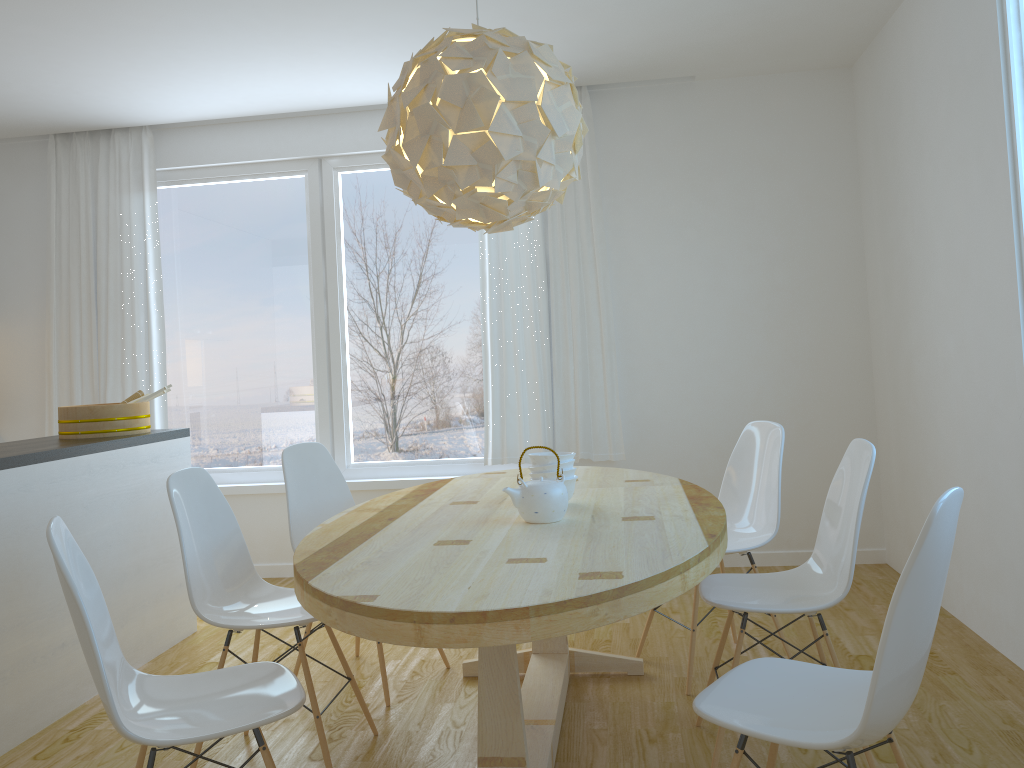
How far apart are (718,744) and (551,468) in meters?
0.9 m

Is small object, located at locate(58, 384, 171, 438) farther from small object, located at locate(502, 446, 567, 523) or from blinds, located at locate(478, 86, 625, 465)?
small object, located at locate(502, 446, 567, 523)

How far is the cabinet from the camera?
3.0 meters

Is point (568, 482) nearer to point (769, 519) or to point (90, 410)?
point (769, 519)

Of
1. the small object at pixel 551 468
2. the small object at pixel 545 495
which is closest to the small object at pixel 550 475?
the small object at pixel 551 468

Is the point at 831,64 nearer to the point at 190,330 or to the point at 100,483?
the point at 190,330

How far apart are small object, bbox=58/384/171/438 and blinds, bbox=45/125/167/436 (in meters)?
1.09

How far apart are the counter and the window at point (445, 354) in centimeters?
115cm

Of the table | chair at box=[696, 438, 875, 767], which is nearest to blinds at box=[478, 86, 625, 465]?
the table

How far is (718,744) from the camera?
2.5 meters
